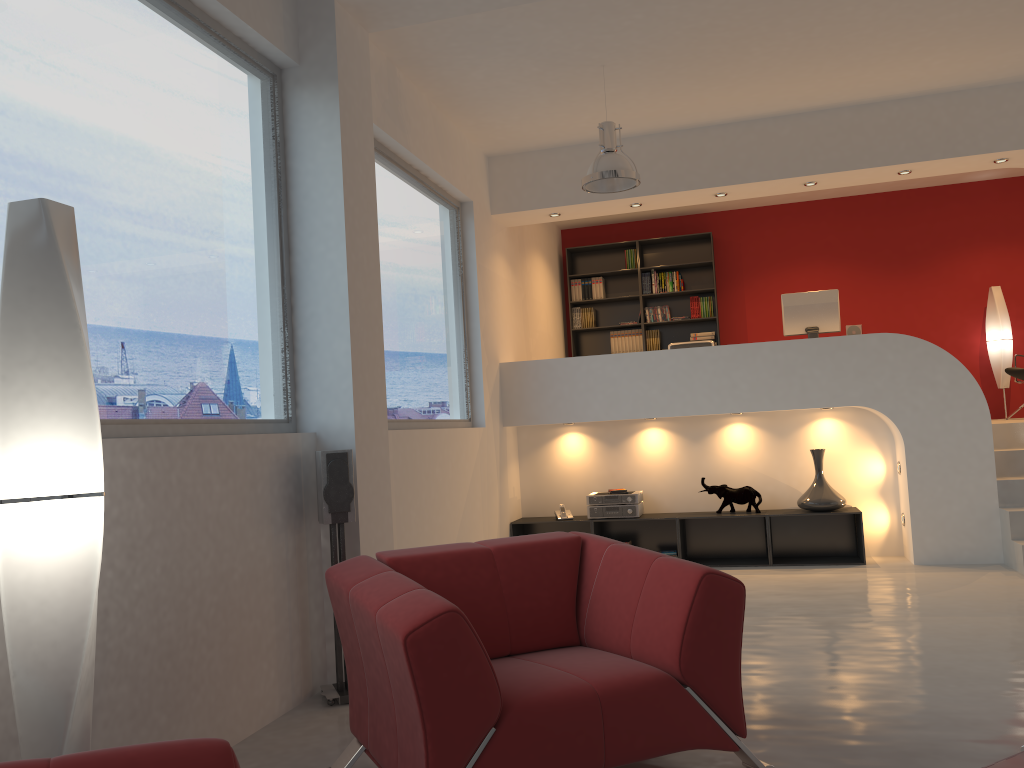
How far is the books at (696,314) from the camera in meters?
9.8 m

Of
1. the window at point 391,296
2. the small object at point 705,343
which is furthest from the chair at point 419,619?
the small object at point 705,343

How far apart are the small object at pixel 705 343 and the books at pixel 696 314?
Answer: 2.3m

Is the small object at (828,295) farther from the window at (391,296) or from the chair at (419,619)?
the chair at (419,619)

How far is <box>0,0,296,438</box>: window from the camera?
2.92m

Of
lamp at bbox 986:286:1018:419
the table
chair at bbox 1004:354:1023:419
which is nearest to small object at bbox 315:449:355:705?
the table

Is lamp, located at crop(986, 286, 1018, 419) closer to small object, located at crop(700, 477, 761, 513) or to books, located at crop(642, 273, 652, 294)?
books, located at crop(642, 273, 652, 294)

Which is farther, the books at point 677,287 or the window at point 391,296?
the books at point 677,287

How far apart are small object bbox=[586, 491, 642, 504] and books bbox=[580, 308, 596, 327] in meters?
3.3 m

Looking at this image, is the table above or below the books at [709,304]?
below
